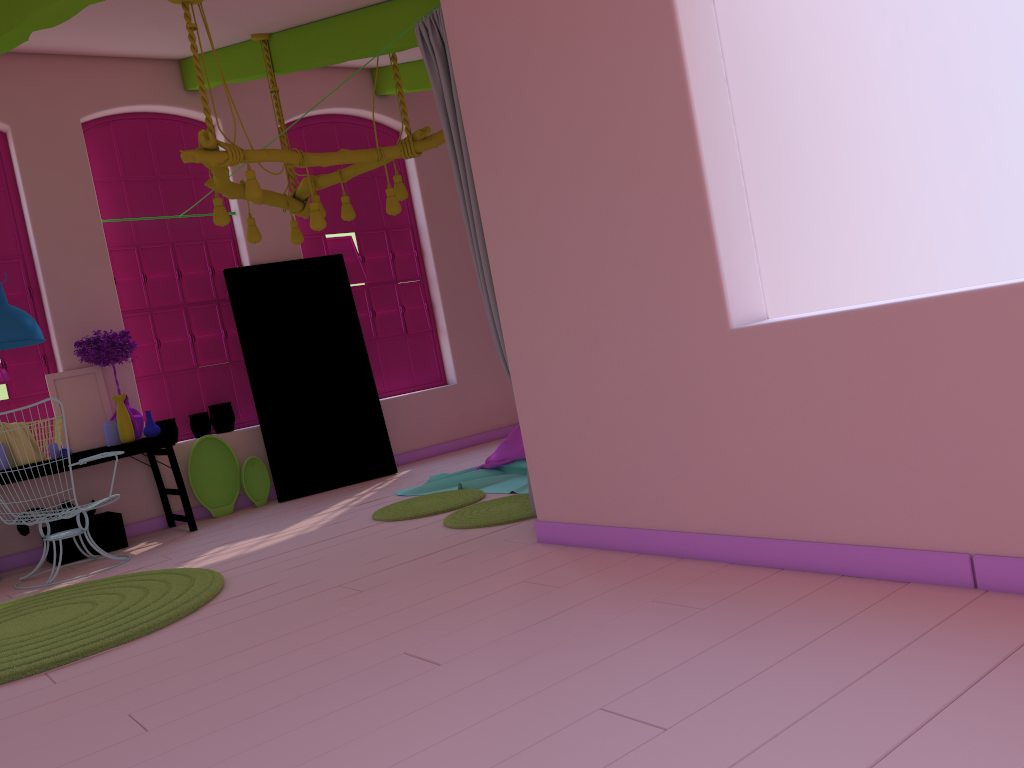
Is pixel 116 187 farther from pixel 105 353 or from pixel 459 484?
pixel 459 484

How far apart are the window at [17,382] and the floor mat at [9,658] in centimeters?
243cm

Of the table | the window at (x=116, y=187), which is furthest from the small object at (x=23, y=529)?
the window at (x=116, y=187)

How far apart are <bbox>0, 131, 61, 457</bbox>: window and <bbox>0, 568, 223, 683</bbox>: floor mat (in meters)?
2.43

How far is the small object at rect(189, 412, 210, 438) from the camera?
8.0 meters

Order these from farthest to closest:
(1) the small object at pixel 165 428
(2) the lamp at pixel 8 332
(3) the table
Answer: (1) the small object at pixel 165 428, (3) the table, (2) the lamp at pixel 8 332

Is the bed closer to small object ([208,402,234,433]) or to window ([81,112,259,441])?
small object ([208,402,234,433])

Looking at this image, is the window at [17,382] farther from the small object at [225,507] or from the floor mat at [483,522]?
the floor mat at [483,522]

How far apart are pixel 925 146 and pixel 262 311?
5.85m

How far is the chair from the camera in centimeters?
620cm
